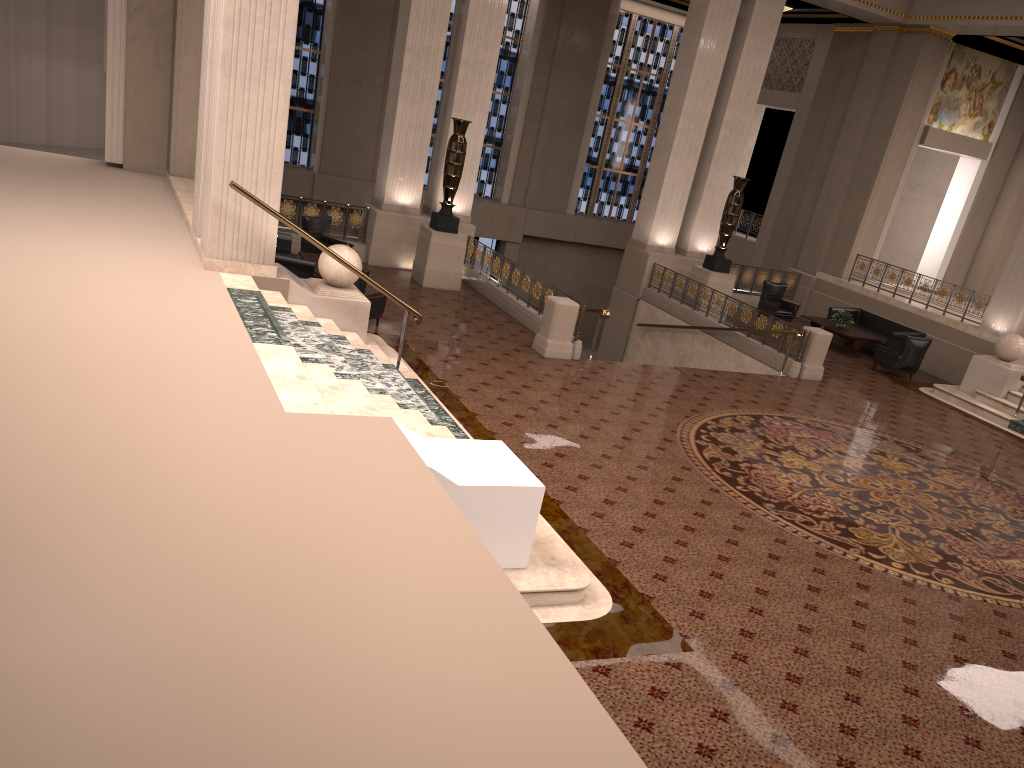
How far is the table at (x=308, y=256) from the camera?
13.9 meters

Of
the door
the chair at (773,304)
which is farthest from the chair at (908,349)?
the door

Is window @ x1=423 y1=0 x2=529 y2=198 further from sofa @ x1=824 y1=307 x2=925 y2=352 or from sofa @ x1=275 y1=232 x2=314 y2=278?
sofa @ x1=275 y1=232 x2=314 y2=278

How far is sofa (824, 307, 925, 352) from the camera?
17.6 meters

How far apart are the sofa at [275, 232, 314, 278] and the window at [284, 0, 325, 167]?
9.50m

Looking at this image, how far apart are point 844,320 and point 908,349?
1.9 meters

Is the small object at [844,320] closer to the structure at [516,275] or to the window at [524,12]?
the structure at [516,275]

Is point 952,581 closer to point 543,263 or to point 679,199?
point 679,199

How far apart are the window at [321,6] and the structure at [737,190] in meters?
10.7 m

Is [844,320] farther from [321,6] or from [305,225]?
[321,6]
